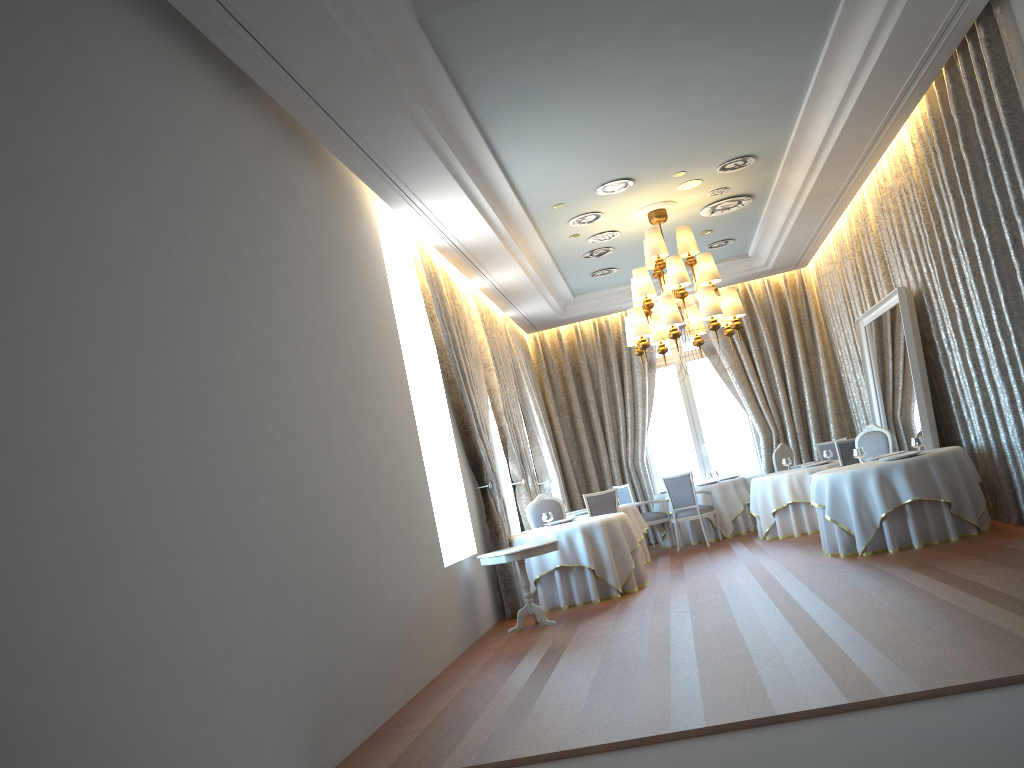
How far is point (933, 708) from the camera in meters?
3.9

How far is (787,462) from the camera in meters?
12.5 m

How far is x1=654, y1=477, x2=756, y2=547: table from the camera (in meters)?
13.44

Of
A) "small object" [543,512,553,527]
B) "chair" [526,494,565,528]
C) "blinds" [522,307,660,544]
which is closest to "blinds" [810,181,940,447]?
"blinds" [522,307,660,544]

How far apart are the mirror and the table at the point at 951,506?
0.6 meters

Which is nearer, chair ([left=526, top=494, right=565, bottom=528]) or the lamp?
the lamp

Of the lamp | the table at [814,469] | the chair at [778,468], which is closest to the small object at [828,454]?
the table at [814,469]

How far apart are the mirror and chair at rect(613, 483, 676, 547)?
3.5 meters

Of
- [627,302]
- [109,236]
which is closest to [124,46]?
[109,236]

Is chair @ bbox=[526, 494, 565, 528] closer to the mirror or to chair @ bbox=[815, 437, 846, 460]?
the mirror
